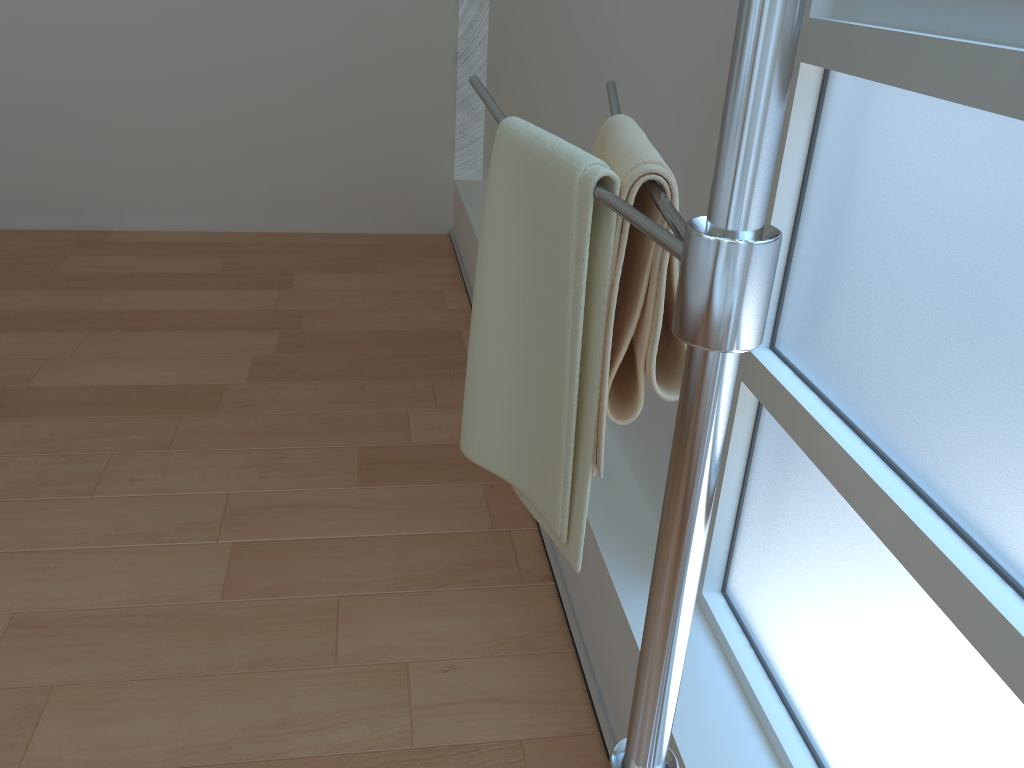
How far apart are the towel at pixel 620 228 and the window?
0.24m

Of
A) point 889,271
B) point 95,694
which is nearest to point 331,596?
point 95,694

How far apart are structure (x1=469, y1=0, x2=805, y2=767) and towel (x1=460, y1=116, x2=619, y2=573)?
0.0 meters

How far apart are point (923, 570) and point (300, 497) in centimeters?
144cm

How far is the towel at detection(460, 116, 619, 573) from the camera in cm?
67

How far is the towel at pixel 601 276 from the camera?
0.67m

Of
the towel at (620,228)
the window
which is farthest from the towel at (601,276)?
the window

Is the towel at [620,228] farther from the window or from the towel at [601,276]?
the window

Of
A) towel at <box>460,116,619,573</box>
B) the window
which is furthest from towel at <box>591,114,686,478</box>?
the window

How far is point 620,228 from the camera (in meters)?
0.65
